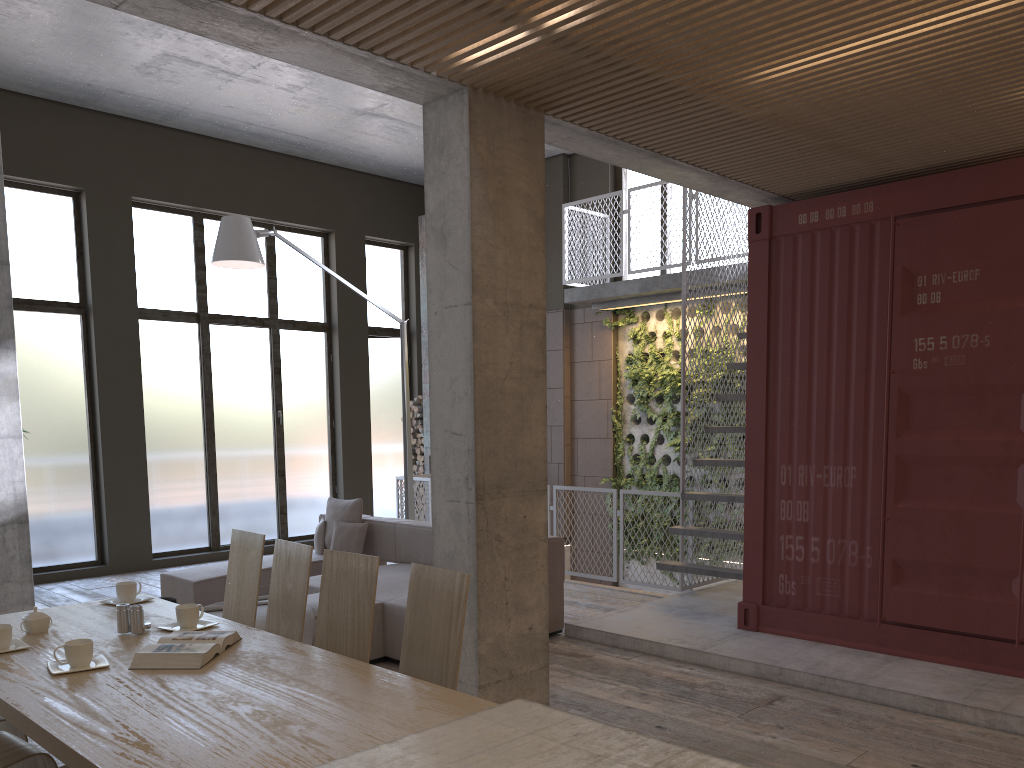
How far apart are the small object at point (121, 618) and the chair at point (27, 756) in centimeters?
48cm

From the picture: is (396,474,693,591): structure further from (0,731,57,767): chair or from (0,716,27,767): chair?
(0,731,57,767): chair

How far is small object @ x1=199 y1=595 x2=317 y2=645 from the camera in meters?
5.5 m

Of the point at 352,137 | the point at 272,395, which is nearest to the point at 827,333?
the point at 352,137

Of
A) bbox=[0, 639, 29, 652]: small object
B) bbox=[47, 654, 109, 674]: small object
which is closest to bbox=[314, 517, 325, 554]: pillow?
bbox=[0, 639, 29, 652]: small object

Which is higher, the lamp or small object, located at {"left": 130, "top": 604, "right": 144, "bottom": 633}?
the lamp

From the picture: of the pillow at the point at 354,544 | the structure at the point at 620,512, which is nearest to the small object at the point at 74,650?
the pillow at the point at 354,544

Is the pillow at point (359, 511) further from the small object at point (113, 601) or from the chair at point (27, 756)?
the chair at point (27, 756)

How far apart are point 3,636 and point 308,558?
1.1 meters

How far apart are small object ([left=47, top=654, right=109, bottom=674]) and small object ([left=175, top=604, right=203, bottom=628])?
0.4 meters
